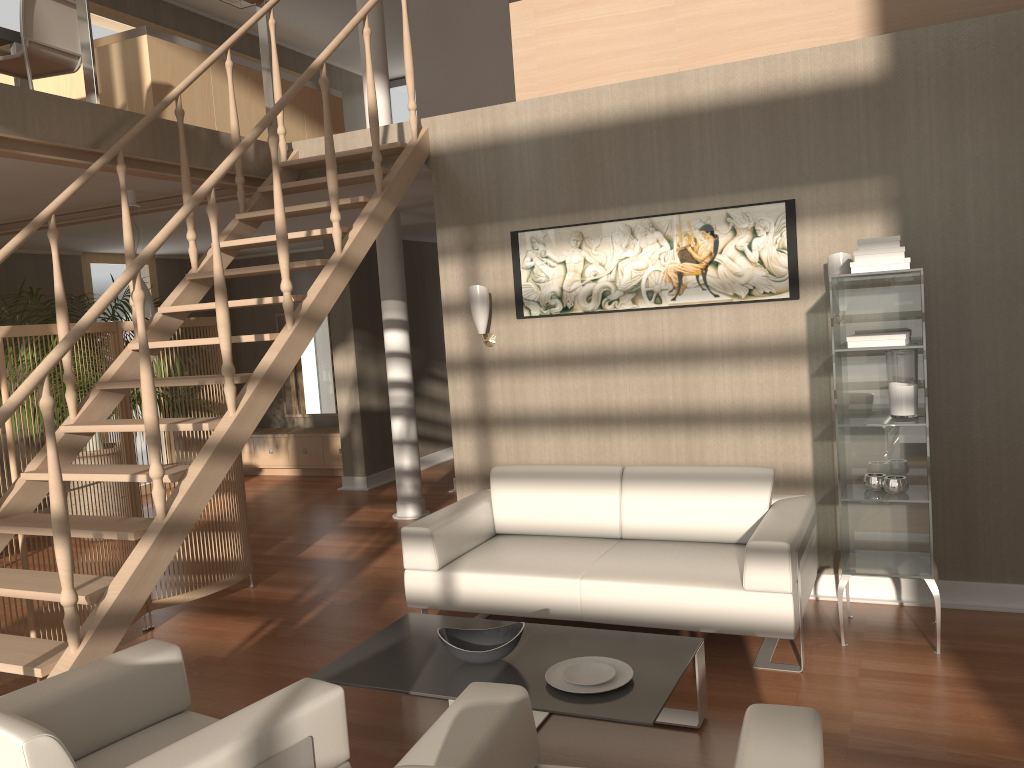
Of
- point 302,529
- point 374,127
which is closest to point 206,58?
point 374,127

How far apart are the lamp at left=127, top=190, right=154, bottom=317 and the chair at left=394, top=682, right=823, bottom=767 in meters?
4.1

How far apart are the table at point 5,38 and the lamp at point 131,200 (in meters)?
0.87

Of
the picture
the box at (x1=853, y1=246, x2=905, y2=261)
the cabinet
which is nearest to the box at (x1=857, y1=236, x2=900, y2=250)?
the box at (x1=853, y1=246, x2=905, y2=261)

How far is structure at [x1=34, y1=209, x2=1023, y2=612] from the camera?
4.18m

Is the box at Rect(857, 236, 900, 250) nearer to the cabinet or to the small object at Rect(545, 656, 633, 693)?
the small object at Rect(545, 656, 633, 693)

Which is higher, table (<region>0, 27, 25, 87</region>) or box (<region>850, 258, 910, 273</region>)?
table (<region>0, 27, 25, 87</region>)

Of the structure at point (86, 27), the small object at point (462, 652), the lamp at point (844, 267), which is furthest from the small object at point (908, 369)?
the structure at point (86, 27)

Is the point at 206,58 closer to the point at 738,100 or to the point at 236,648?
the point at 738,100

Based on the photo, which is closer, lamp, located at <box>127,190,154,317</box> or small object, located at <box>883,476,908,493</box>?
small object, located at <box>883,476,908,493</box>
